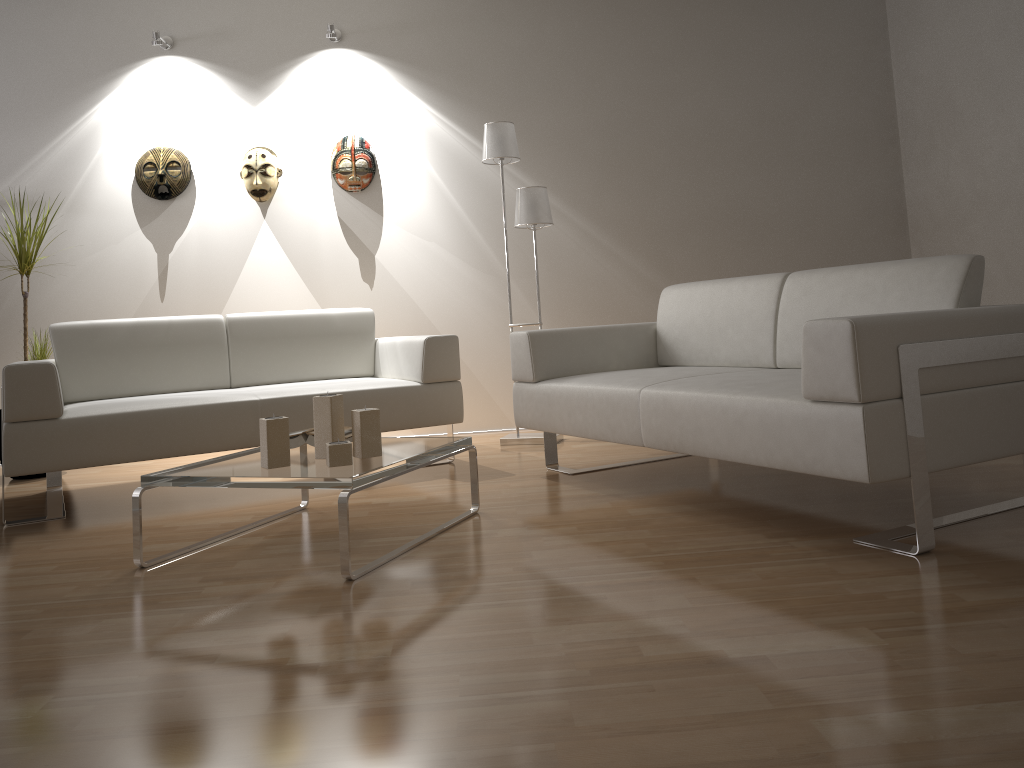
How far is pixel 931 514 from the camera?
2.19m

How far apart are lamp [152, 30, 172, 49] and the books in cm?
294

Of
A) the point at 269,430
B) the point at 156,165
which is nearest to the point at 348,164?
the point at 156,165

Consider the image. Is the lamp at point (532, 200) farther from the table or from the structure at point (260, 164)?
the table

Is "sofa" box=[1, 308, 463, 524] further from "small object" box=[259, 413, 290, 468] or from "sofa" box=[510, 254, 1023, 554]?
"small object" box=[259, 413, 290, 468]

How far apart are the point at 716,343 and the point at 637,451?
0.8m

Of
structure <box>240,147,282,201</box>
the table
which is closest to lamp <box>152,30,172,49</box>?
structure <box>240,147,282,201</box>

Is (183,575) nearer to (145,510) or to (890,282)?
(145,510)

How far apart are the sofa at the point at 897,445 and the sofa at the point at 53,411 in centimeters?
40cm

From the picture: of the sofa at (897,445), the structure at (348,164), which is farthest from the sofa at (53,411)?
the structure at (348,164)
